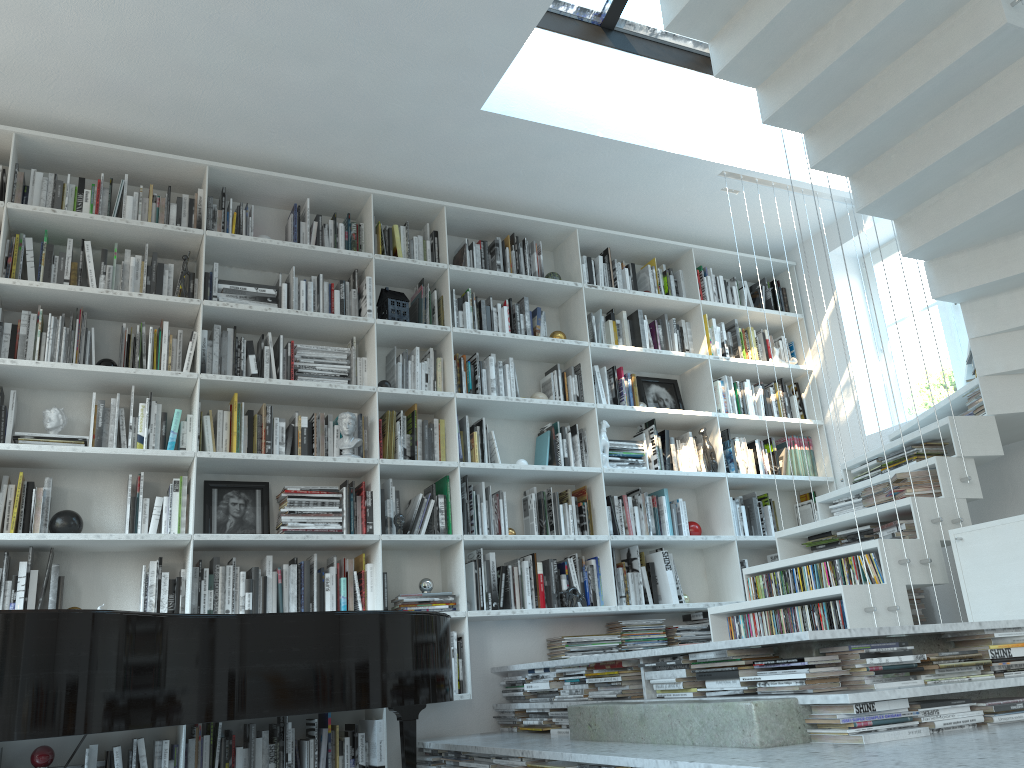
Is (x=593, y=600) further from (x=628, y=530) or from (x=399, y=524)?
(x=399, y=524)

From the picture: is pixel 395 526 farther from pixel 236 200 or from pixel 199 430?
pixel 236 200

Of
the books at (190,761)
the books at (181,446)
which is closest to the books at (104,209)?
the books at (181,446)

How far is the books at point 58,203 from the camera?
4.1m

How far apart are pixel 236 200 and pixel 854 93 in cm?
308

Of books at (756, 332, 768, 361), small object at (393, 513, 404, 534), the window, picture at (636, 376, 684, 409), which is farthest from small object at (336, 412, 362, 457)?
the window

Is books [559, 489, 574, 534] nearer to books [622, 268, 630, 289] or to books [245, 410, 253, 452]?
books [622, 268, 630, 289]

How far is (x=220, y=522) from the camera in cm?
412

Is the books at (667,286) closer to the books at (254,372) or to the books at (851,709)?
the books at (254,372)

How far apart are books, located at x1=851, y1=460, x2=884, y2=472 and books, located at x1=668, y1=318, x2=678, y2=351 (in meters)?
1.45
